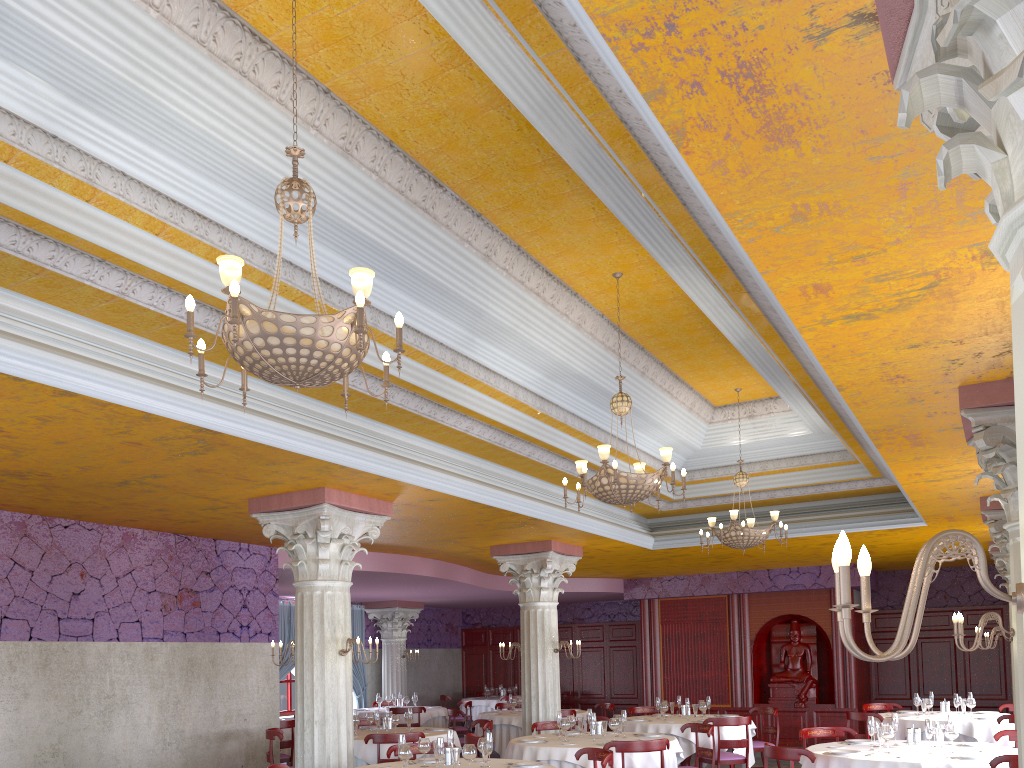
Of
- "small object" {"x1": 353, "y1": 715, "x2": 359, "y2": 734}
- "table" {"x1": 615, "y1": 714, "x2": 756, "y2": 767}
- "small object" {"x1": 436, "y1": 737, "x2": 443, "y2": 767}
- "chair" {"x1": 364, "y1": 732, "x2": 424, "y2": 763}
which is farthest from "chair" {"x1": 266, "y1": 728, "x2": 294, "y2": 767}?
"table" {"x1": 615, "y1": 714, "x2": 756, "y2": 767}

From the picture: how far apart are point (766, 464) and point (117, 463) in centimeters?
866cm

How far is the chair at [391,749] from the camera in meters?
8.2

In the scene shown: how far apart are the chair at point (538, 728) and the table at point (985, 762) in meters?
3.7

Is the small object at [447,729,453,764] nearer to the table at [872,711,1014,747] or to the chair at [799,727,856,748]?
the chair at [799,727,856,748]

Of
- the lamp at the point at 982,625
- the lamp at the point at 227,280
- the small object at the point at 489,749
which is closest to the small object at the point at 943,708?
the lamp at the point at 982,625

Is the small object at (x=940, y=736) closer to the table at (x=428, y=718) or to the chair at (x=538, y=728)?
the chair at (x=538, y=728)

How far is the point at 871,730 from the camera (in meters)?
7.89

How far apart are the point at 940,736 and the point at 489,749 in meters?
4.0

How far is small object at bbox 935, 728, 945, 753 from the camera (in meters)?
7.56
